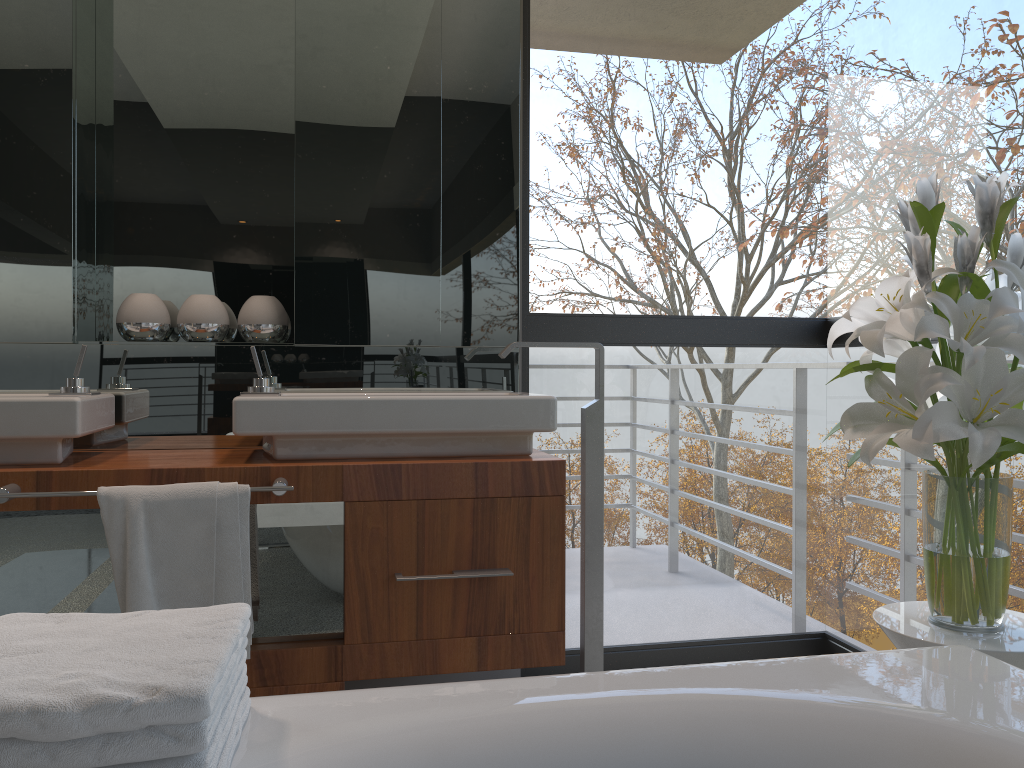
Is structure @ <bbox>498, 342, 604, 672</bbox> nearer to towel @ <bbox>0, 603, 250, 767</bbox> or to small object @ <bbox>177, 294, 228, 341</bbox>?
small object @ <bbox>177, 294, 228, 341</bbox>

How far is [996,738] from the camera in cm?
101

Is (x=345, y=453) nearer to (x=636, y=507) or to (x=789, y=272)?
(x=789, y=272)

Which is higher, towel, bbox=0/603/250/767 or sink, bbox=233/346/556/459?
sink, bbox=233/346/556/459

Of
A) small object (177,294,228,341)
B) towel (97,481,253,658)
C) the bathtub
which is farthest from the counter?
the bathtub

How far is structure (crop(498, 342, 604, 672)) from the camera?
2.3m

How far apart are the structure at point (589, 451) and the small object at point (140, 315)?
0.92m

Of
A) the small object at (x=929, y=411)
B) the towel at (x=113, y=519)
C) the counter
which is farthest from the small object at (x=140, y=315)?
the small object at (x=929, y=411)

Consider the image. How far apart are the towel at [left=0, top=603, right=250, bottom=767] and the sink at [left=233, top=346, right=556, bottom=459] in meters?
1.0

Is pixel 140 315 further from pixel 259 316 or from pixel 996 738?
pixel 996 738
